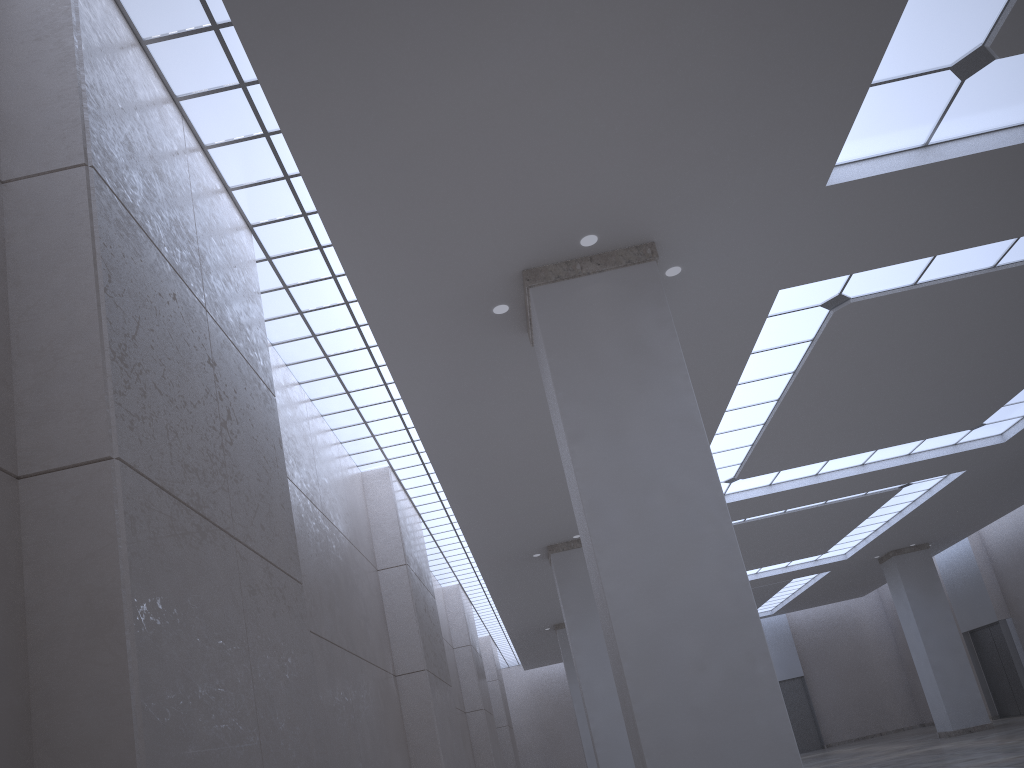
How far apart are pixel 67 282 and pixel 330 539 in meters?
17.5

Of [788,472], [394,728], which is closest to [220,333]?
[394,728]

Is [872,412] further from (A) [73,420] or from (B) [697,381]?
(A) [73,420]
